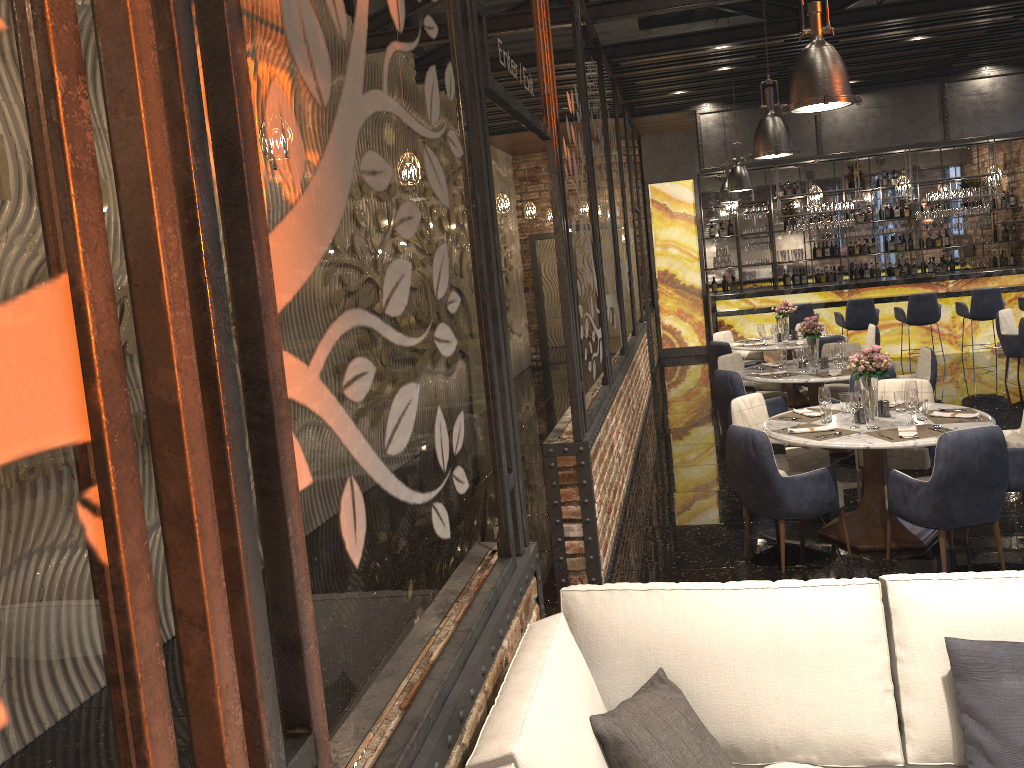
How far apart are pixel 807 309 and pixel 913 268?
2.05m

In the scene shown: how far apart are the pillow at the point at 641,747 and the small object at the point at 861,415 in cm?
354

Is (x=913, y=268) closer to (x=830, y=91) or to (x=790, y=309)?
(x=790, y=309)

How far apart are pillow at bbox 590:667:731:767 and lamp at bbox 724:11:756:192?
8.39m

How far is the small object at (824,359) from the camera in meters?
8.0

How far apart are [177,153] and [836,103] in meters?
3.8

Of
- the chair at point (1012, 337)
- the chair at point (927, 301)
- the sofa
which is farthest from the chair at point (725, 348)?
the sofa

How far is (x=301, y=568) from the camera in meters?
1.4 m

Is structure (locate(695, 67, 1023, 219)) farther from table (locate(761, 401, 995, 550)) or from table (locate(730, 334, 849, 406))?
table (locate(761, 401, 995, 550))

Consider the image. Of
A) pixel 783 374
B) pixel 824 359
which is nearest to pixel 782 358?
pixel 783 374
